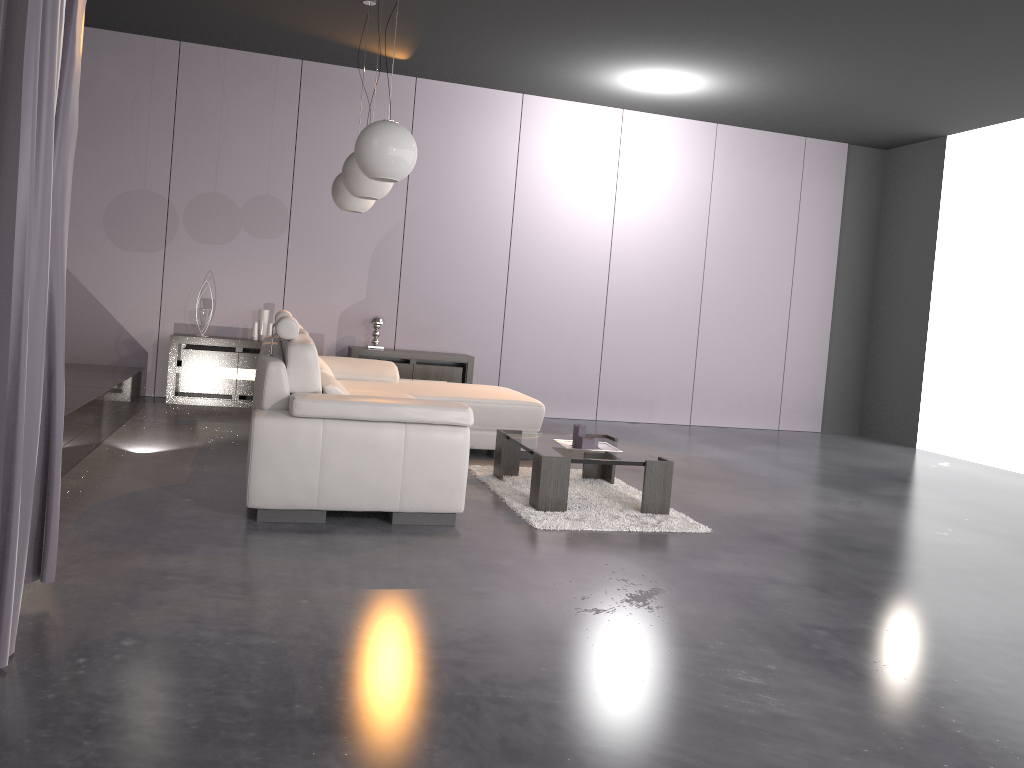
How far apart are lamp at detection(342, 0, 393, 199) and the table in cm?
153

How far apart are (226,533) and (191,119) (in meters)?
5.03

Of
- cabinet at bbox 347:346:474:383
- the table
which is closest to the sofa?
the table

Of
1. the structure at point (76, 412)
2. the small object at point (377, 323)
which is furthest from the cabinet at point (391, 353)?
the structure at point (76, 412)

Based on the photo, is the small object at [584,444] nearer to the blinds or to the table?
the table

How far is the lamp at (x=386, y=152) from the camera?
4.2m

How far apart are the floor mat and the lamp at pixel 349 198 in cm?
194

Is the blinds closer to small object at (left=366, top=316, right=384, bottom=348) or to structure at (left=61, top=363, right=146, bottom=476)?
structure at (left=61, top=363, right=146, bottom=476)

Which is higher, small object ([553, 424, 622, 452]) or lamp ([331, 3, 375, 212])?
lamp ([331, 3, 375, 212])

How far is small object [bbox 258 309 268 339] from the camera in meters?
7.5 m
